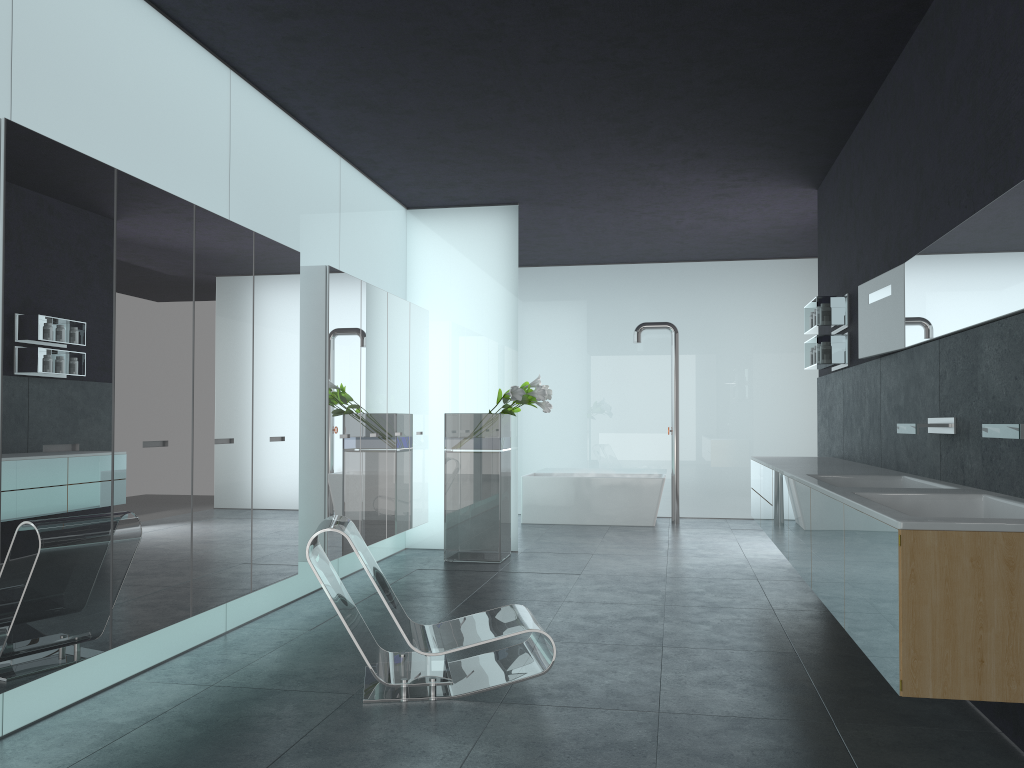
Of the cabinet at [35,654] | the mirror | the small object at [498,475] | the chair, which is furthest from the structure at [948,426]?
the small object at [498,475]

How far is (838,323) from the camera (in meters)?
7.50

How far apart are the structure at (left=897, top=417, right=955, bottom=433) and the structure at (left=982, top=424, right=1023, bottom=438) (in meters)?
1.06

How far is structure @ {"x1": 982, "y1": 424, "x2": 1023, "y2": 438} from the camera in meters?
3.3 m

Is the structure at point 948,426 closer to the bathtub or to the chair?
the chair

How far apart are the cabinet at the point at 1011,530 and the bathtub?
3.98m

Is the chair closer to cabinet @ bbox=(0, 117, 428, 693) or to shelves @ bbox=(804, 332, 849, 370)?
cabinet @ bbox=(0, 117, 428, 693)

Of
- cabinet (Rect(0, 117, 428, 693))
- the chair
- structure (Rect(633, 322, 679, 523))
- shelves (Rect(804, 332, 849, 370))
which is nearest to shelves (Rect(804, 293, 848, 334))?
shelves (Rect(804, 332, 849, 370))

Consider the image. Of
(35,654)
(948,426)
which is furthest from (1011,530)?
(35,654)

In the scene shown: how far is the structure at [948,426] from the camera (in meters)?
4.61
